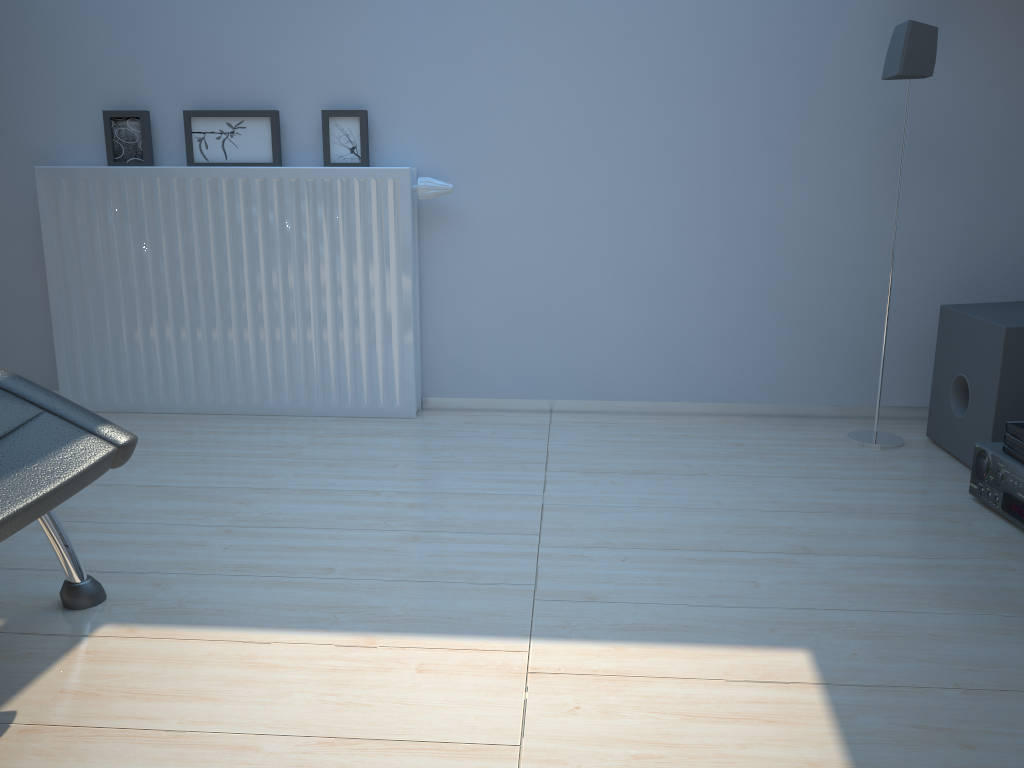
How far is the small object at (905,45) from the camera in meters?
2.4

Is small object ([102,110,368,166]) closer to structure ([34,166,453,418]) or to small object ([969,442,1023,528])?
structure ([34,166,453,418])

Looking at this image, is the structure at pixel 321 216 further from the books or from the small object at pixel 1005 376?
the books

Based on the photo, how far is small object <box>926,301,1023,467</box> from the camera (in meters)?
2.23

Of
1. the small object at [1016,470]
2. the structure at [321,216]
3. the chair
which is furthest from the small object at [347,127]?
the small object at [1016,470]

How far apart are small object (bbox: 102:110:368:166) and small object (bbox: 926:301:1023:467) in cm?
180

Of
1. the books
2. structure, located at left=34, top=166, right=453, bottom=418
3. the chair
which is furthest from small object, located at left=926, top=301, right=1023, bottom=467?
the chair

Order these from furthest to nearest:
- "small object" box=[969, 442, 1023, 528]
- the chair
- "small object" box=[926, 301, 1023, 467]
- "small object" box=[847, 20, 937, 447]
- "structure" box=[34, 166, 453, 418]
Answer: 1. "structure" box=[34, 166, 453, 418]
2. "small object" box=[847, 20, 937, 447]
3. "small object" box=[926, 301, 1023, 467]
4. "small object" box=[969, 442, 1023, 528]
5. the chair

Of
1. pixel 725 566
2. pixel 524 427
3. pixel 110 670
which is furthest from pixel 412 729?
pixel 524 427

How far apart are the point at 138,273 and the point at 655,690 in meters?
2.2 m
